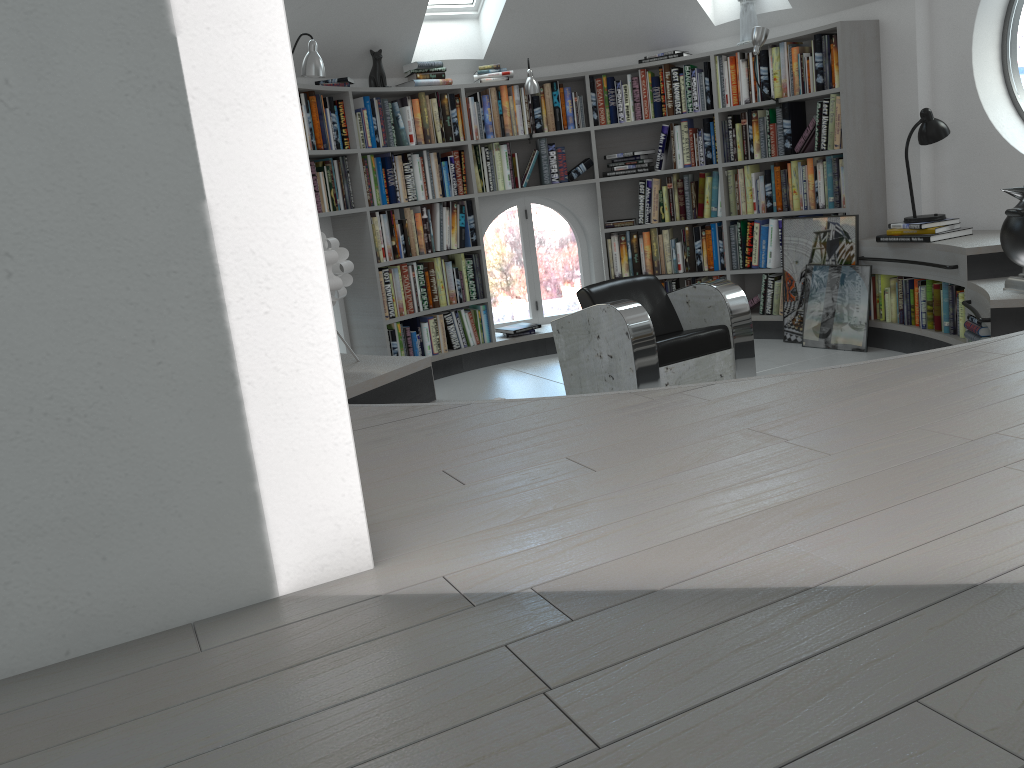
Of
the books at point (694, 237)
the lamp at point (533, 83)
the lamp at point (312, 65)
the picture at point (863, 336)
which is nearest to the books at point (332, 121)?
the lamp at point (533, 83)

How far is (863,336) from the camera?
5.6m

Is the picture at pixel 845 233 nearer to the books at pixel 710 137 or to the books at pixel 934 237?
the books at pixel 934 237

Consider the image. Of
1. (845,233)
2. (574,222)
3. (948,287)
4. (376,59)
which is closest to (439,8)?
(376,59)

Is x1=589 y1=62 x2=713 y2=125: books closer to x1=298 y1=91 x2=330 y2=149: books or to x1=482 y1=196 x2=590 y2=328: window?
x1=482 y1=196 x2=590 y2=328: window

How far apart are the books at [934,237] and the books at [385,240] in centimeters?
276cm

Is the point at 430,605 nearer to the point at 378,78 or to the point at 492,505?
the point at 492,505

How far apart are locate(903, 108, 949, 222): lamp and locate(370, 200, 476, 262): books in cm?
293

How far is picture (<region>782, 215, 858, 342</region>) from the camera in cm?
571

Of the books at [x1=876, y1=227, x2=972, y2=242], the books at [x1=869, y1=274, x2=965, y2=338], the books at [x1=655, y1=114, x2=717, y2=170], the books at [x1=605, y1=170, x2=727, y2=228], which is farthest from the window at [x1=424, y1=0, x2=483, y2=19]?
the books at [x1=869, y1=274, x2=965, y2=338]
